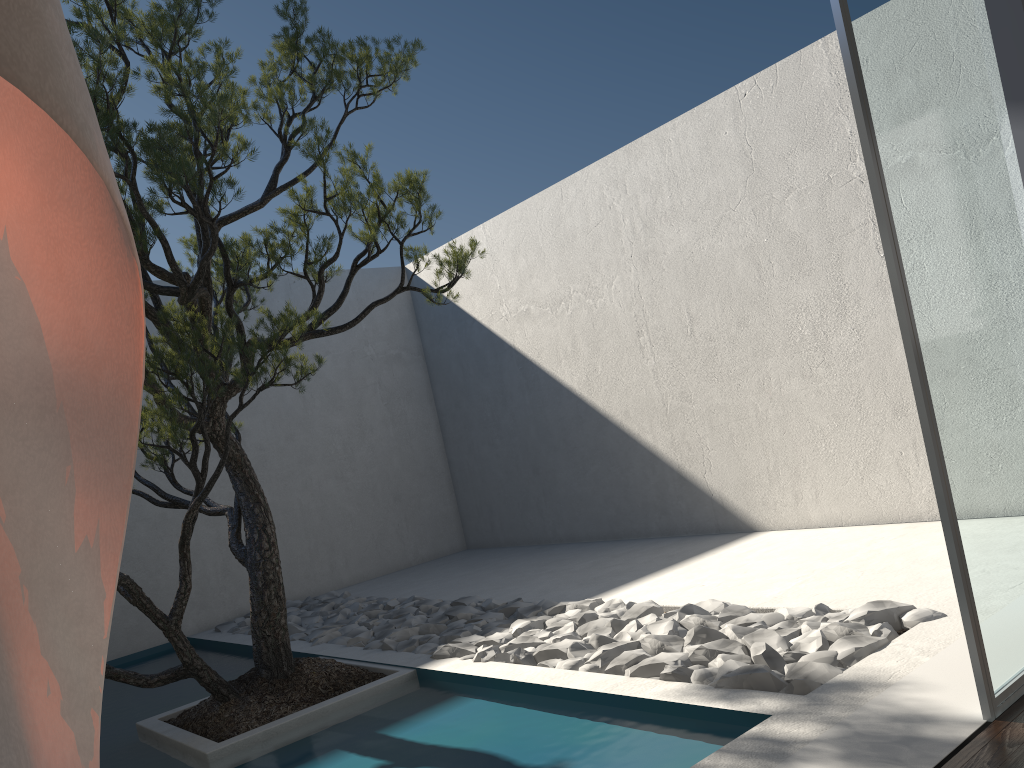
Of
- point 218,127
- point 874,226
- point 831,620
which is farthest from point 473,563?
point 218,127

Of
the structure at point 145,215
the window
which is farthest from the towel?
the structure at point 145,215

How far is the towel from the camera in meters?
0.3 m

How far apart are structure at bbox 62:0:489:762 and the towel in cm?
273

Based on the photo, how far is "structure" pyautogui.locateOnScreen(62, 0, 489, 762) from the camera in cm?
310

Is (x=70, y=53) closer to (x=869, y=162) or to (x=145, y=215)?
(x=869, y=162)

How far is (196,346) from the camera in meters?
3.6

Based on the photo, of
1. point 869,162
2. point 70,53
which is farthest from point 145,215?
point 70,53

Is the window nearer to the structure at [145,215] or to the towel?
the structure at [145,215]

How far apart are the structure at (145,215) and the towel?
2.73m
